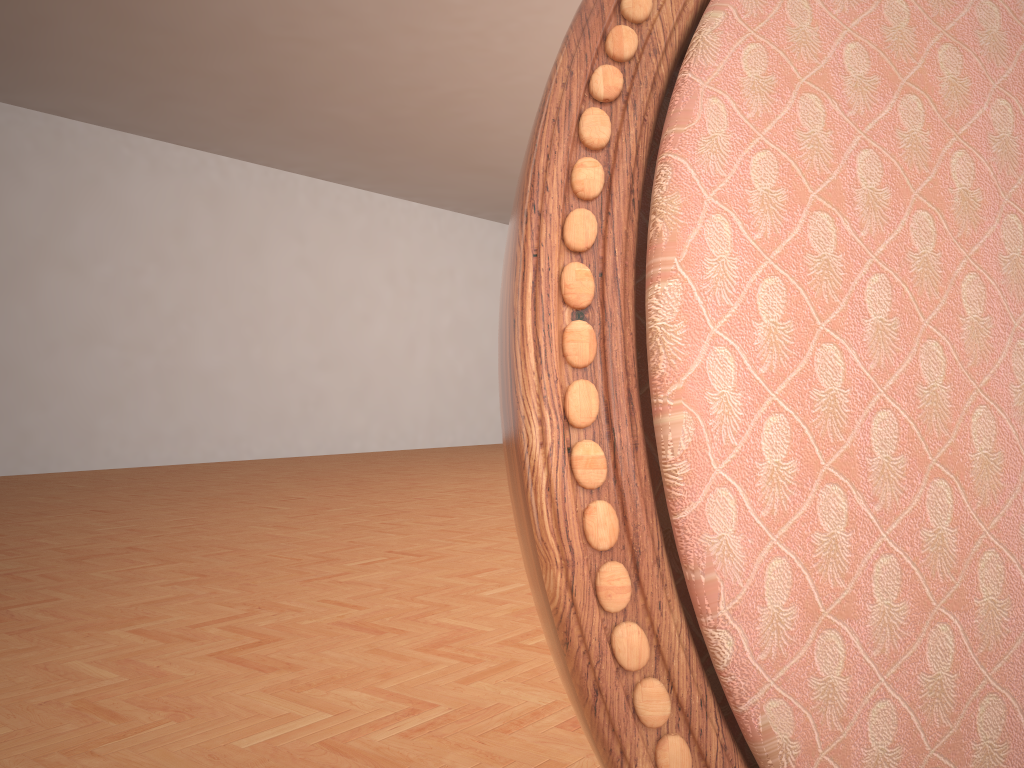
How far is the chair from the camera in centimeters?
20cm

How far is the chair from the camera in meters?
0.2

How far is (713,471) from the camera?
0.2 meters
